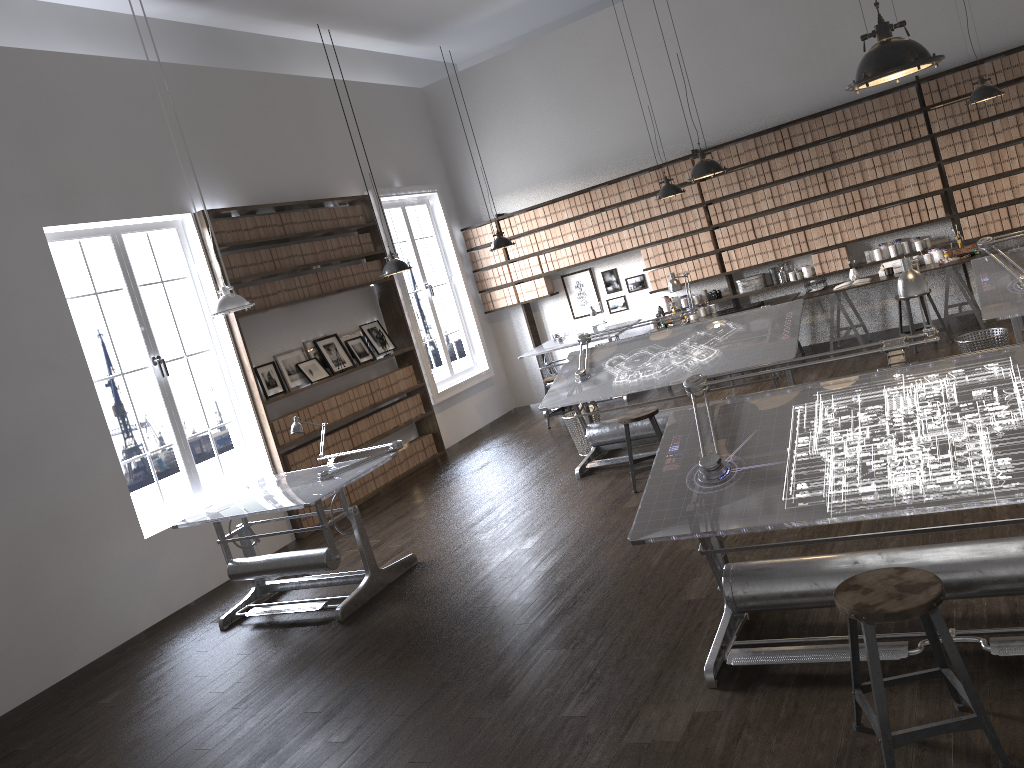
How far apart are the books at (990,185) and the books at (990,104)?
0.7m

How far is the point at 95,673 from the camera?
5.84m

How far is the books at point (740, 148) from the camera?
9.4 meters

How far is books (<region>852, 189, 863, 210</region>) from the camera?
9.0 meters

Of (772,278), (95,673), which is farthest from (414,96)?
(95,673)

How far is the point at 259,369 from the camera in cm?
817

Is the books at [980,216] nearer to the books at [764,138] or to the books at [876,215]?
the books at [876,215]

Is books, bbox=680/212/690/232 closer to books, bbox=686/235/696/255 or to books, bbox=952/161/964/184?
books, bbox=686/235/696/255

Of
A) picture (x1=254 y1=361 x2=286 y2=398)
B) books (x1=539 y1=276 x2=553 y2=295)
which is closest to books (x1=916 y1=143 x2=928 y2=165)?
books (x1=539 y1=276 x2=553 y2=295)

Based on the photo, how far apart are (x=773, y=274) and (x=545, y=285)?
2.7m
